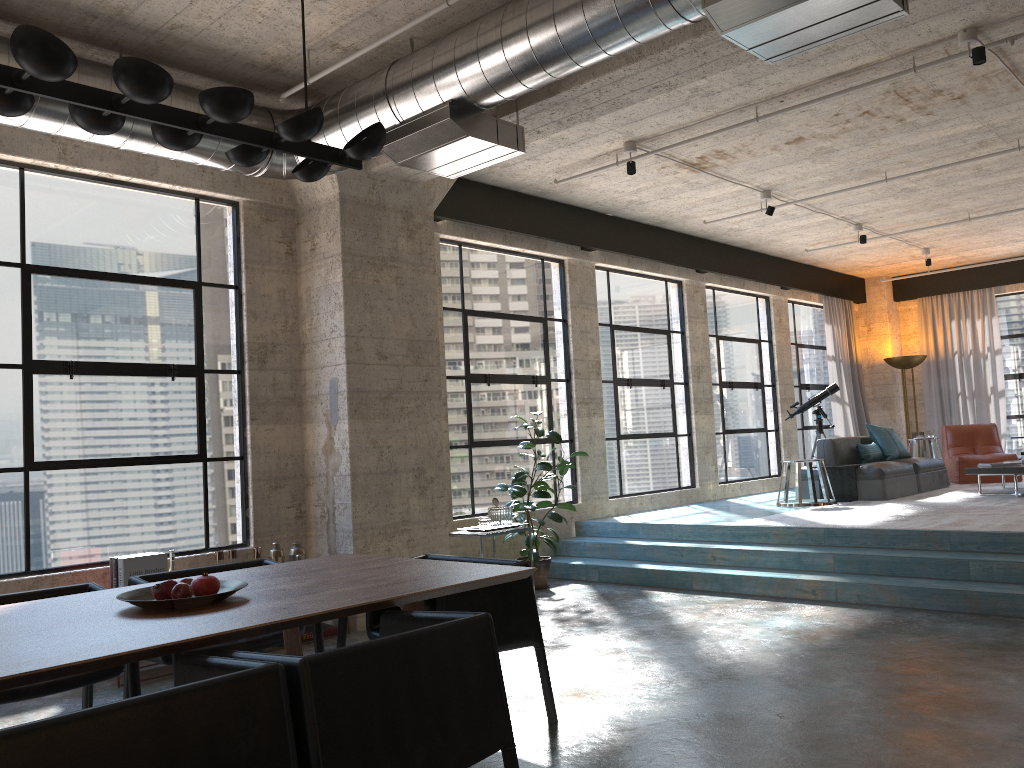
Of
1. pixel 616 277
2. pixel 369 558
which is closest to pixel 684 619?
pixel 369 558

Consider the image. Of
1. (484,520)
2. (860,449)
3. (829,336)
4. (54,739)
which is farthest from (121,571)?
(829,336)

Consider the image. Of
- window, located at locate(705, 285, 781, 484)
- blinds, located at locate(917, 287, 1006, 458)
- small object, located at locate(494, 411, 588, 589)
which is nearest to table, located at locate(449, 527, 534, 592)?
small object, located at locate(494, 411, 588, 589)

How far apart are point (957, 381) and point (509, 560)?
12.0m

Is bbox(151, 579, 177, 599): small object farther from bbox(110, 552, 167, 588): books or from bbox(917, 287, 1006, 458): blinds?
bbox(917, 287, 1006, 458): blinds

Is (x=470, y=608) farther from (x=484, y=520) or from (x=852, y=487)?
(x=852, y=487)

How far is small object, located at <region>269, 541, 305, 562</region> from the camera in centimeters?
597cm

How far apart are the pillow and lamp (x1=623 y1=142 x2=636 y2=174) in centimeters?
492cm

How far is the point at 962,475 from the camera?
11.2 meters

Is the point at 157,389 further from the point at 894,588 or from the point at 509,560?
the point at 894,588
